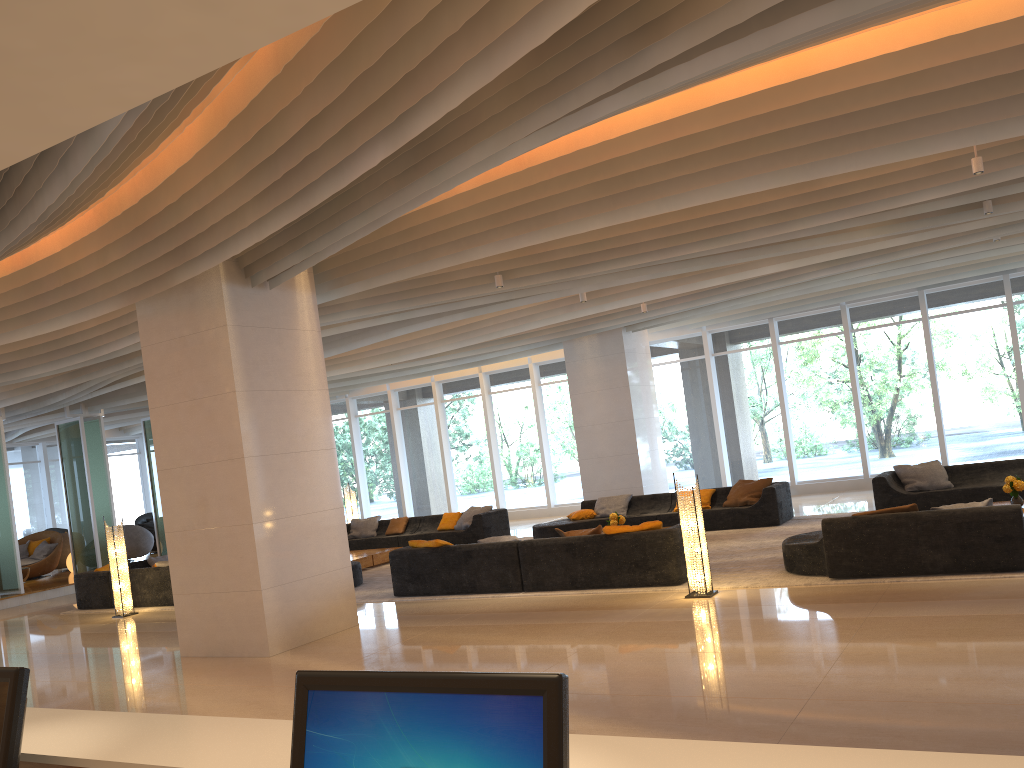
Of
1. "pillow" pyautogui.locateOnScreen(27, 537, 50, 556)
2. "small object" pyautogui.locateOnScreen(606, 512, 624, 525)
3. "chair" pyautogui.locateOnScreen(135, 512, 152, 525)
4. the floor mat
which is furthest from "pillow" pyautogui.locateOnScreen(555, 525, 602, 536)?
"chair" pyautogui.locateOnScreen(135, 512, 152, 525)

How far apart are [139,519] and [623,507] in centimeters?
1713cm

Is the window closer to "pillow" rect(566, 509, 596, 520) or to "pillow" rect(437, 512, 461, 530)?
"pillow" rect(437, 512, 461, 530)

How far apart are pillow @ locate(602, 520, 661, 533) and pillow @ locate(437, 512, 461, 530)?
7.2 meters

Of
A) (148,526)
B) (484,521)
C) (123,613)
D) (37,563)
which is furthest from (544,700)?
(148,526)

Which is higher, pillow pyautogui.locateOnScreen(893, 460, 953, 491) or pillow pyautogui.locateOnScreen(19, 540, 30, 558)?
pillow pyautogui.locateOnScreen(19, 540, 30, 558)

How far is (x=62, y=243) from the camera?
7.89m

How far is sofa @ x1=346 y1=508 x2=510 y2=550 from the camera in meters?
15.3

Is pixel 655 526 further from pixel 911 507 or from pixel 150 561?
pixel 150 561

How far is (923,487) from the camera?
12.11m
